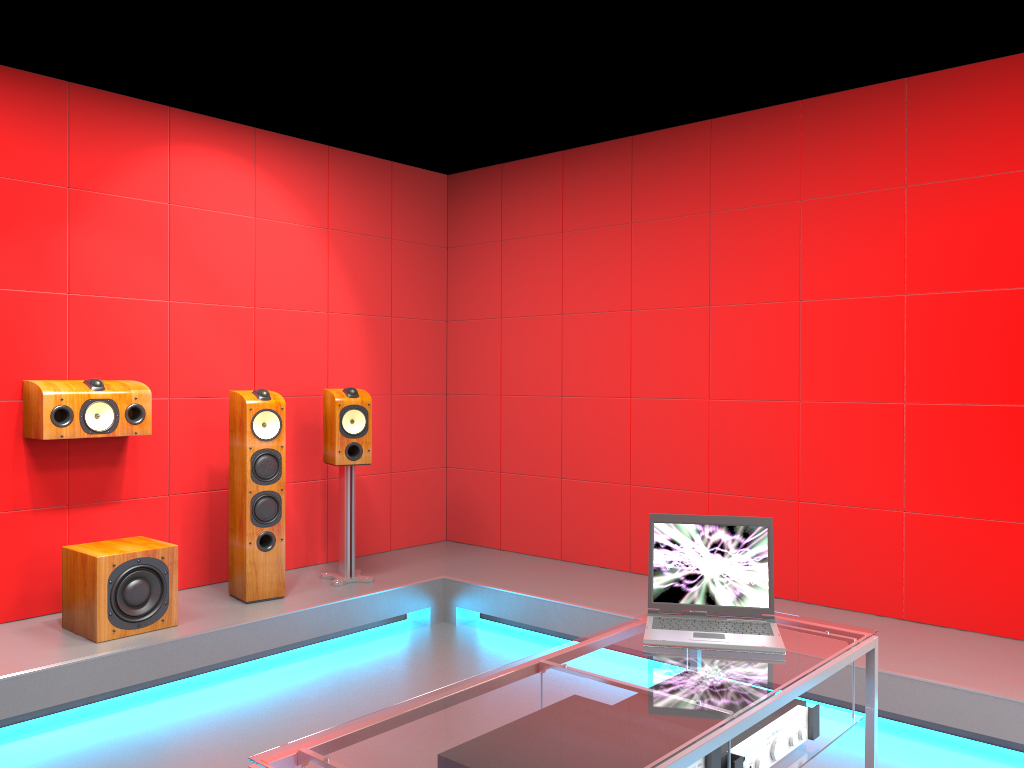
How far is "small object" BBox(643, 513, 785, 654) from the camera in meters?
2.2 m

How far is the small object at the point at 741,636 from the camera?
2.2m

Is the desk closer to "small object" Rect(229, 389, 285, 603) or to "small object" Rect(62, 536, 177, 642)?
"small object" Rect(62, 536, 177, 642)

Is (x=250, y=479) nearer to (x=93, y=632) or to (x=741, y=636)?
(x=93, y=632)

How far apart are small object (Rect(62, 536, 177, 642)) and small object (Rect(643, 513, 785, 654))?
2.40m

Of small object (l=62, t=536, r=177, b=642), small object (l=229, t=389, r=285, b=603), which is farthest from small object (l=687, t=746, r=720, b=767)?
small object (l=229, t=389, r=285, b=603)

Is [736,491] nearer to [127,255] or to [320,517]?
[320,517]

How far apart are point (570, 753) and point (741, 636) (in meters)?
0.81

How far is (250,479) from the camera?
4.34m

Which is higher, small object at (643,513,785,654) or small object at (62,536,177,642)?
small object at (643,513,785,654)
